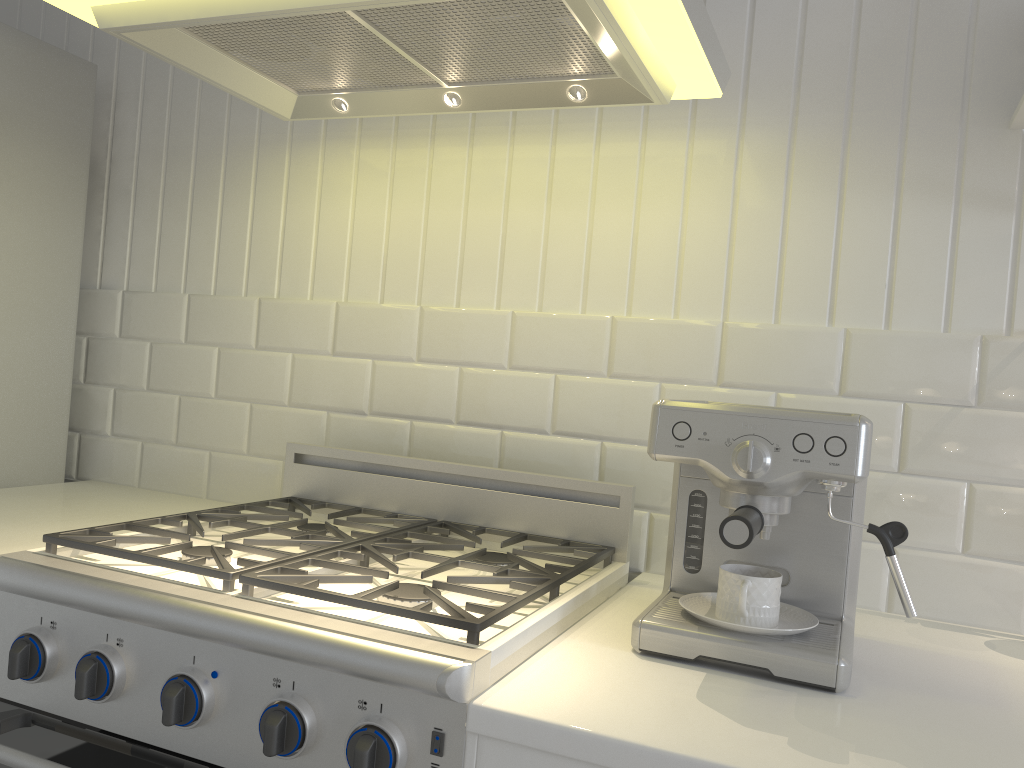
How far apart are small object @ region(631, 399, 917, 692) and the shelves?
0.54m

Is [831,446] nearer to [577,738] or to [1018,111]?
[577,738]

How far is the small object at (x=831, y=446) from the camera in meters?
1.0

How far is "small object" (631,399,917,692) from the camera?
1.03m

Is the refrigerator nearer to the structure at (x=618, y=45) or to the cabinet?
the cabinet

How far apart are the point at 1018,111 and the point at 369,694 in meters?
1.2

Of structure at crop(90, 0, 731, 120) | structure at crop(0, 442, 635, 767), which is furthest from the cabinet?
structure at crop(90, 0, 731, 120)

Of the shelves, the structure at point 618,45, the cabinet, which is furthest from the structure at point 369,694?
the shelves

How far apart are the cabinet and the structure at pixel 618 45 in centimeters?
79cm

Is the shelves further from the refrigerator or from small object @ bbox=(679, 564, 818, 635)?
the refrigerator
